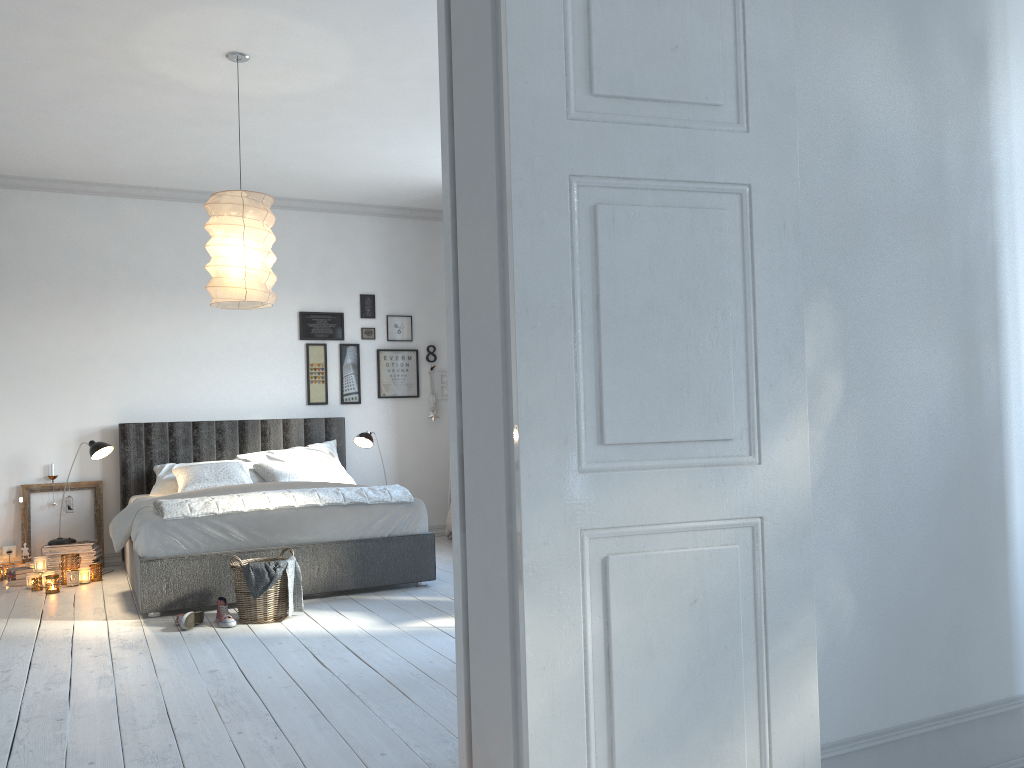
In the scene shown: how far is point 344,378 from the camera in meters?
7.4

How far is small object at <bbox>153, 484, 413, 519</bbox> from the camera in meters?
4.8

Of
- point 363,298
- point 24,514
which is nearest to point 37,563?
point 24,514

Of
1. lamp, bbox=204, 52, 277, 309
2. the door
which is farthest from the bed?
the door

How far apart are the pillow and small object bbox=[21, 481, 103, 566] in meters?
0.8

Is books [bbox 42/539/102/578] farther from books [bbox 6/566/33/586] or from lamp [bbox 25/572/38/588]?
lamp [bbox 25/572/38/588]

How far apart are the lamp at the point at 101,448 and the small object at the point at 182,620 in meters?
2.0 m

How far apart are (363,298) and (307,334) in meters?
0.6

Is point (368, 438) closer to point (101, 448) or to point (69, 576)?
point (101, 448)

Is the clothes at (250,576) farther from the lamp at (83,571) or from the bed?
the lamp at (83,571)
